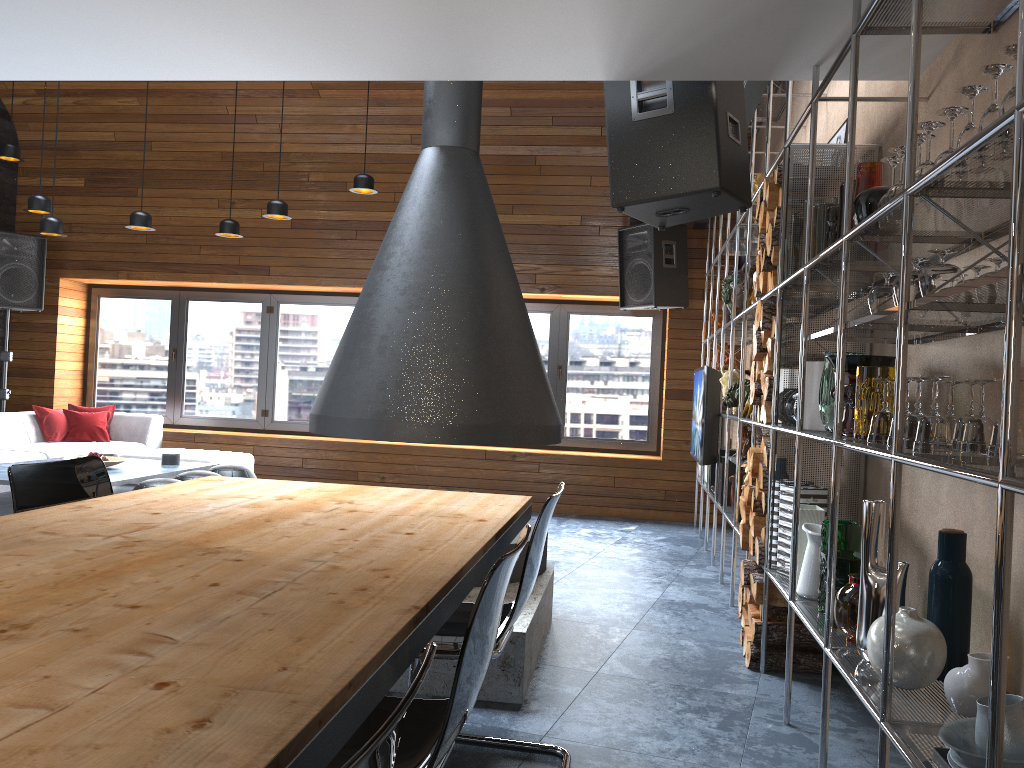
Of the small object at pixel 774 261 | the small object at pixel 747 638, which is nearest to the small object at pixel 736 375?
the small object at pixel 774 261

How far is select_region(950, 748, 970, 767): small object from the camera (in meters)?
1.60

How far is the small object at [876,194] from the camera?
2.46m

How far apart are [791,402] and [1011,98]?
1.96m

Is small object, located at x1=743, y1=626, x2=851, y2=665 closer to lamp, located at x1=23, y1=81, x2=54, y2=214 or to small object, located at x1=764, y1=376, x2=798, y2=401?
small object, located at x1=764, y1=376, x2=798, y2=401

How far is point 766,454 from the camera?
3.6m

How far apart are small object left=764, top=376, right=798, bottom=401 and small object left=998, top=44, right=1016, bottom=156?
2.0 meters

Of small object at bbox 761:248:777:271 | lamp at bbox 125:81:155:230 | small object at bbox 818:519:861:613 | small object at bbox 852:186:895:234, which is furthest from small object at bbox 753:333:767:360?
lamp at bbox 125:81:155:230

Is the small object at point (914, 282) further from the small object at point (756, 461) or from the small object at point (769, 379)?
the small object at point (756, 461)

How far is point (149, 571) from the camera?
1.6 meters
